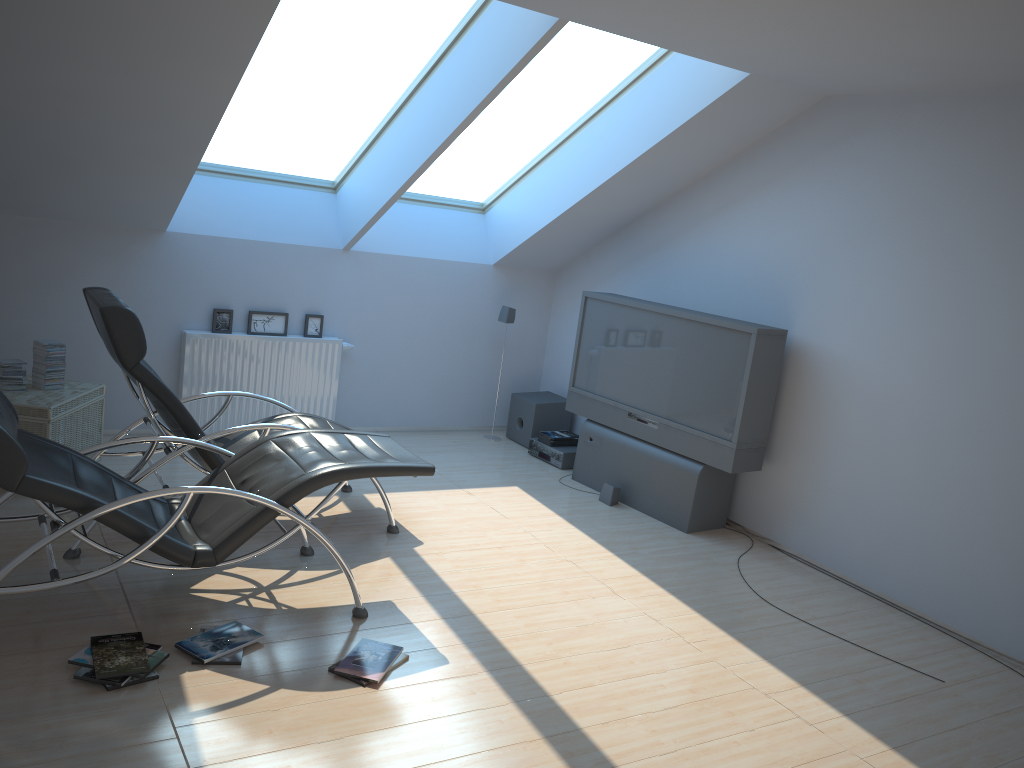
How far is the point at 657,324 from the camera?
6.25m

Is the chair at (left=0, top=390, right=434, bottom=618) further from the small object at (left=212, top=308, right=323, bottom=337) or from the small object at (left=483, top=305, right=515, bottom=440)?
the small object at (left=483, top=305, right=515, bottom=440)

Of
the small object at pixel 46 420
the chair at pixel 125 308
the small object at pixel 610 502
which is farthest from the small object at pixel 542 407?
the small object at pixel 46 420

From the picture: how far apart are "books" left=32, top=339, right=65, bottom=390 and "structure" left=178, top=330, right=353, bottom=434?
1.0m

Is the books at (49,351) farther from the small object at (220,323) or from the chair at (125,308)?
the small object at (220,323)

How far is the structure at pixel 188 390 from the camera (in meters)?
6.53

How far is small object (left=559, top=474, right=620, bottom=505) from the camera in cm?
634

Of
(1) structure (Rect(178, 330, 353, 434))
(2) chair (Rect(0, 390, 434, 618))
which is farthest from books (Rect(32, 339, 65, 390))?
(2) chair (Rect(0, 390, 434, 618))

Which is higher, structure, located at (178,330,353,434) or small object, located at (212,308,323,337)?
small object, located at (212,308,323,337)

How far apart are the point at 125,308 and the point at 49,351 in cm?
149
